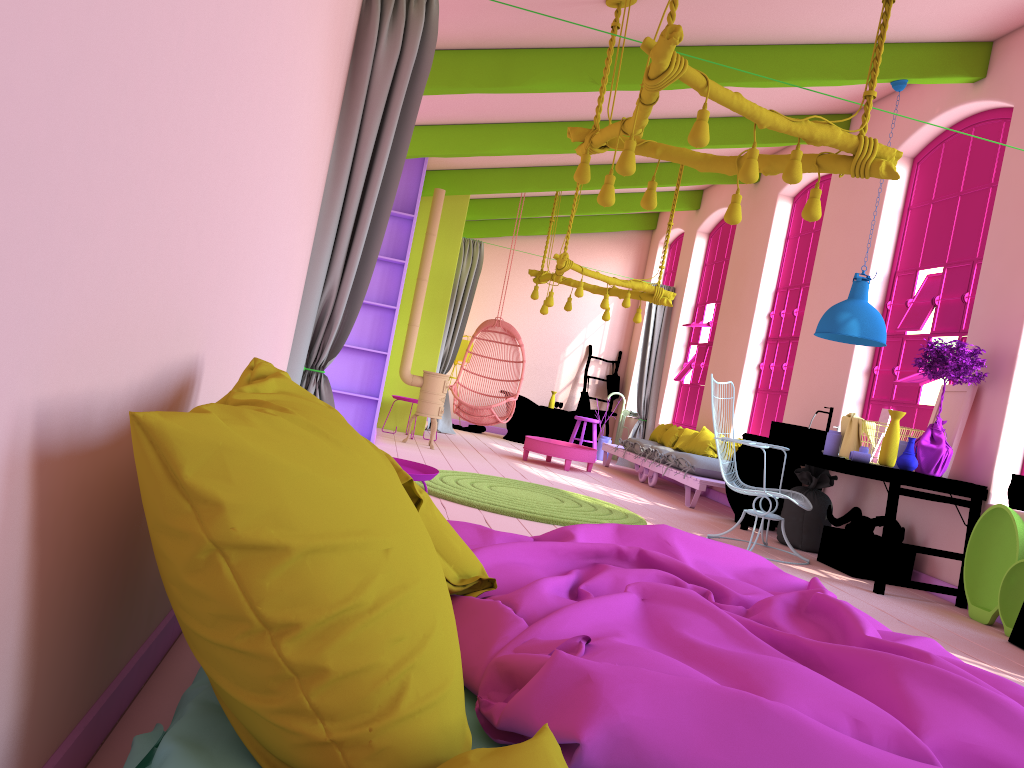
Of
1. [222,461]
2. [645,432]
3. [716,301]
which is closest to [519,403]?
[645,432]

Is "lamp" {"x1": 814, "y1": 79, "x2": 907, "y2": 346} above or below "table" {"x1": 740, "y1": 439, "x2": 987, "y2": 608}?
above

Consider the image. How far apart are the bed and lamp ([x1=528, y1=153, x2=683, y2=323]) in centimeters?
650cm

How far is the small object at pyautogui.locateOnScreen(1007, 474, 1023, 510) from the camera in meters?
5.6

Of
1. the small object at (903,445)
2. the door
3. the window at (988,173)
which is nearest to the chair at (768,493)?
the small object at (903,445)

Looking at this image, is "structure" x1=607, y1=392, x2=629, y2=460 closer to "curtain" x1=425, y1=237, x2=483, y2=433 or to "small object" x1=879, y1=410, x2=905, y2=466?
"curtain" x1=425, y1=237, x2=483, y2=433

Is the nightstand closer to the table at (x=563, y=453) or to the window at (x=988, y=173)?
the window at (x=988, y=173)

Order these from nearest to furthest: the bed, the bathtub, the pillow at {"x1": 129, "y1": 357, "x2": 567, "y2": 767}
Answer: the pillow at {"x1": 129, "y1": 357, "x2": 567, "y2": 767}, the bed, the bathtub

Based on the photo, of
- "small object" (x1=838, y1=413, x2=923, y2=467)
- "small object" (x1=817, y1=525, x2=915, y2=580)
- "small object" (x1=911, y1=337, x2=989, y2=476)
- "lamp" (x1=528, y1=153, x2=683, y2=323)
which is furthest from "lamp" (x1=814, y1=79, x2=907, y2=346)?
"lamp" (x1=528, y1=153, x2=683, y2=323)

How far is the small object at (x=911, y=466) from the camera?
5.8 meters
